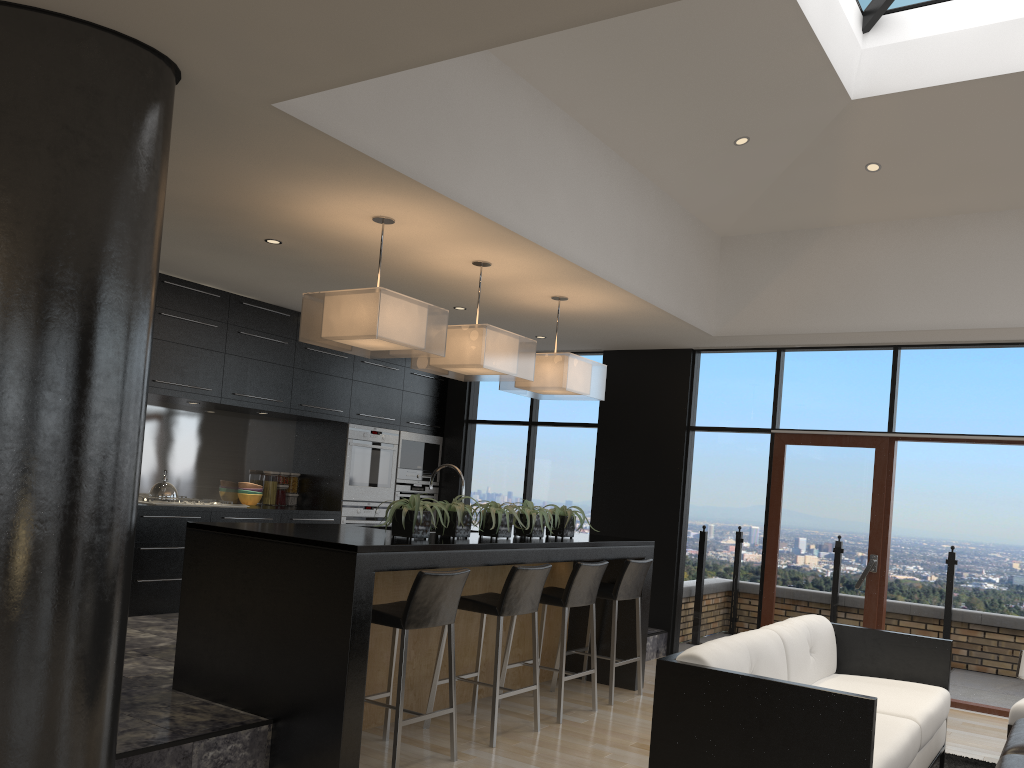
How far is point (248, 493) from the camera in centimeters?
778cm

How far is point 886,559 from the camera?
6.82m

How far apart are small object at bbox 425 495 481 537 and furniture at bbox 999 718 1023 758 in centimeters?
Answer: 265cm

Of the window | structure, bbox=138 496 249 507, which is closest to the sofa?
the window

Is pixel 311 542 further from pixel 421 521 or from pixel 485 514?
pixel 485 514

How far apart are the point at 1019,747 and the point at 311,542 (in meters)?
3.10

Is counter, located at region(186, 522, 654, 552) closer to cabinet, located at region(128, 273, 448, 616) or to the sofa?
the sofa

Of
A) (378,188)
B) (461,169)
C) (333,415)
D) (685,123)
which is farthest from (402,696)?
(333,415)

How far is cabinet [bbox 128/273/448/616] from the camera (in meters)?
6.51

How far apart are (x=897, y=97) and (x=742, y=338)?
2.3 meters
